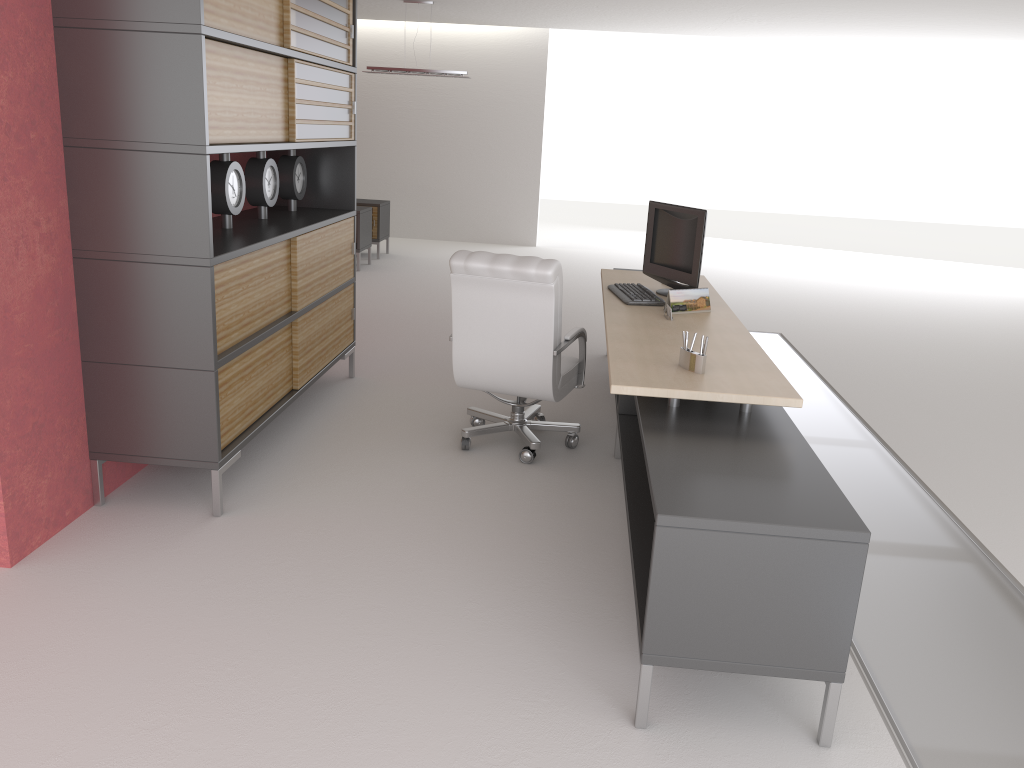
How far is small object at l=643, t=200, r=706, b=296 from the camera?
7.4 meters

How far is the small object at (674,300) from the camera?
6.92m

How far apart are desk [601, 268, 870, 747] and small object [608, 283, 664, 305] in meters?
0.0

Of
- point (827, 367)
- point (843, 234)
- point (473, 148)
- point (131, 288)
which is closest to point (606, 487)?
point (131, 288)

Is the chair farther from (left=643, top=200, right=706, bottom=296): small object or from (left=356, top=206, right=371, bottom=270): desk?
(left=356, top=206, right=371, bottom=270): desk

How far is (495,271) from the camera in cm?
651

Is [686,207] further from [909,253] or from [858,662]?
[909,253]

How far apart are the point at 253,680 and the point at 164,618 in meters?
0.8

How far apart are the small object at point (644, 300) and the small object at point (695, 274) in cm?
19

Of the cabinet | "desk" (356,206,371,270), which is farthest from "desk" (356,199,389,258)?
the cabinet
